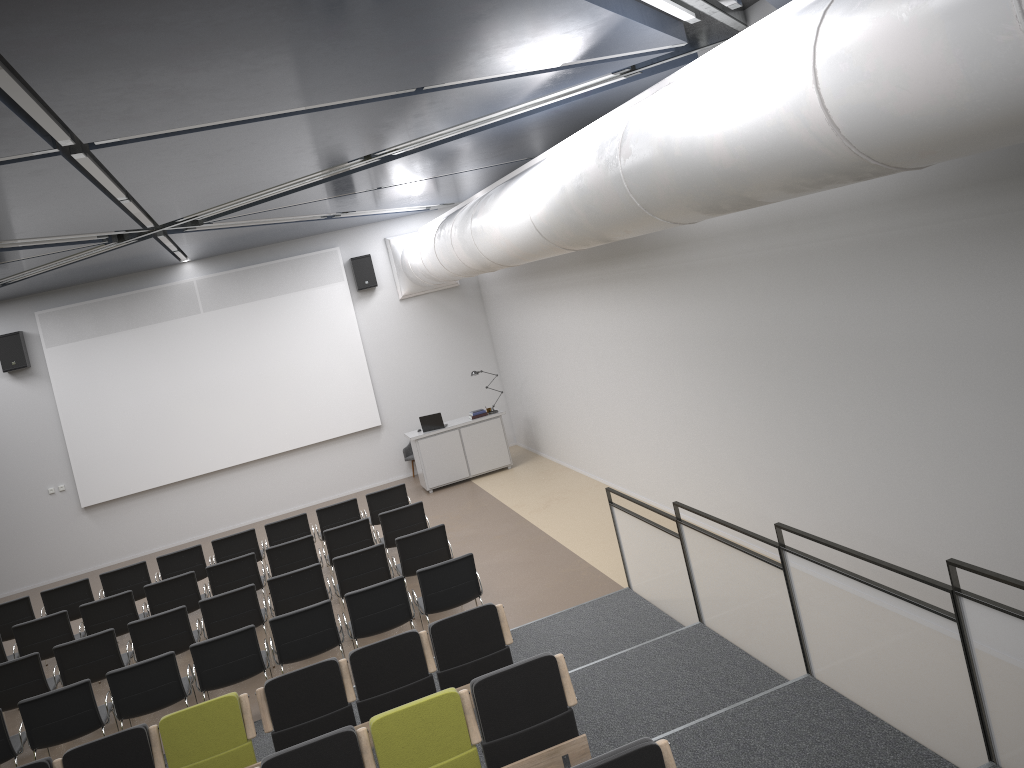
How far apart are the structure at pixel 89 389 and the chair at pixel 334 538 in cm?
581

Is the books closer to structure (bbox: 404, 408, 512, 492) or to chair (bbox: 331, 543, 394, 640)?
structure (bbox: 404, 408, 512, 492)

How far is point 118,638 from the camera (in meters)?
11.44

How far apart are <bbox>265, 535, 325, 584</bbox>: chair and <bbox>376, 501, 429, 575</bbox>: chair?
0.9 meters

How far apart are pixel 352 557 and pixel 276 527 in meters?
2.7 m

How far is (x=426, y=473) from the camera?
15.21m

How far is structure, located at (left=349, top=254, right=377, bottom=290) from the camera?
16.3 meters

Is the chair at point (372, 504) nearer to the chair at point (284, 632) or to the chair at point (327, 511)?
the chair at point (327, 511)

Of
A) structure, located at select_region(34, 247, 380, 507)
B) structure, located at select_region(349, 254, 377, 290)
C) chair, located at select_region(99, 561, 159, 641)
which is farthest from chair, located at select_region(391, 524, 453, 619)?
structure, located at select_region(349, 254, 377, 290)

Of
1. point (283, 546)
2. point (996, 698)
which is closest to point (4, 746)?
point (283, 546)
